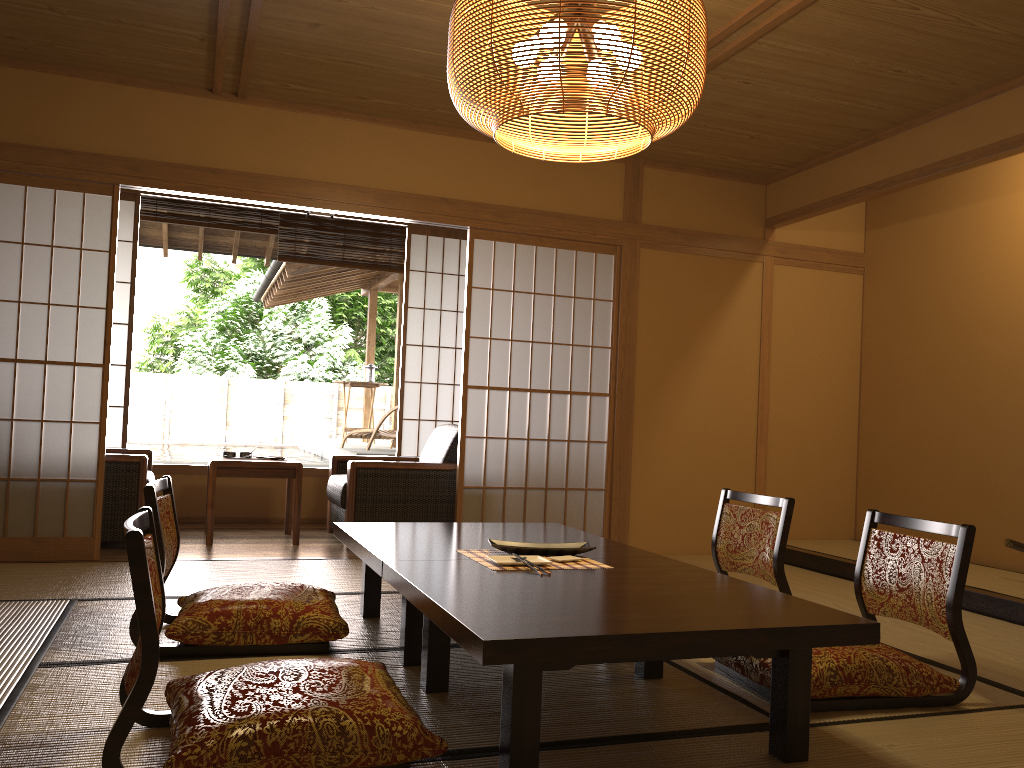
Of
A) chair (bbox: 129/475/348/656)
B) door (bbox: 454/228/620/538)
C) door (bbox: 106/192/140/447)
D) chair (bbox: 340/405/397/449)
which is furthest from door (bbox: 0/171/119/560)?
chair (bbox: 340/405/397/449)

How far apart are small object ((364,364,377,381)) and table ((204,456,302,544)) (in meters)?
4.94

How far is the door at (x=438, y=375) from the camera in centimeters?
689cm

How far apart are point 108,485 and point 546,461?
2.48m

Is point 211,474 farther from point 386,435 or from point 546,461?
point 386,435

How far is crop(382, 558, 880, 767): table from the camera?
1.9 meters

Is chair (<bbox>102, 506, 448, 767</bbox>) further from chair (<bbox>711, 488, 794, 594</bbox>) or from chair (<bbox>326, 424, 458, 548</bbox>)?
chair (<bbox>326, 424, 458, 548</bbox>)

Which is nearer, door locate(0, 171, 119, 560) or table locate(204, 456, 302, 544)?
door locate(0, 171, 119, 560)

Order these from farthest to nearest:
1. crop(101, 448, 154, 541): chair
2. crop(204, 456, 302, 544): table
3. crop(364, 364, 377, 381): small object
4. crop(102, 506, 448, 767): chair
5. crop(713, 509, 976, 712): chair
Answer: crop(364, 364, 377, 381): small object < crop(204, 456, 302, 544): table < crop(101, 448, 154, 541): chair < crop(713, 509, 976, 712): chair < crop(102, 506, 448, 767): chair

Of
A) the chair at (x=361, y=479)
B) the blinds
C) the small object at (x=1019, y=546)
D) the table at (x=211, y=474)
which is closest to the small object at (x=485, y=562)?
the chair at (x=361, y=479)
